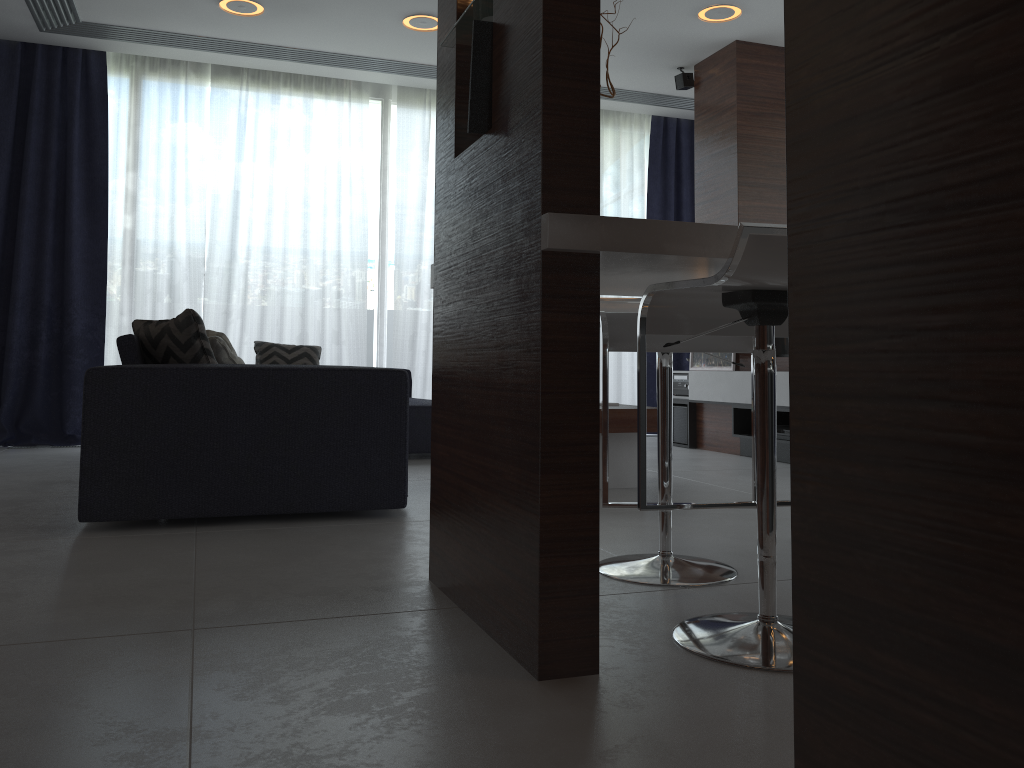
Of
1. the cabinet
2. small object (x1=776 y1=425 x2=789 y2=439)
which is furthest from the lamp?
the cabinet

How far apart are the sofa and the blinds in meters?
1.4

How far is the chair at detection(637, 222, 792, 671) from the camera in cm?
145

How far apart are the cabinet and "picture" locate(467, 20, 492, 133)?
0.0m

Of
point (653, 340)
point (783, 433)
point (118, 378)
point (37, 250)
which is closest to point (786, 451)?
point (783, 433)

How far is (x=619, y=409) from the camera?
3.7m

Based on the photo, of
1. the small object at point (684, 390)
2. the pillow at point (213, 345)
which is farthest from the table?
A: the small object at point (684, 390)

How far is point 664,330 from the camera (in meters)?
1.85

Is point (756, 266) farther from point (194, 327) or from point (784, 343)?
point (784, 343)

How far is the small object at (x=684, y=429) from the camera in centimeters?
585cm
